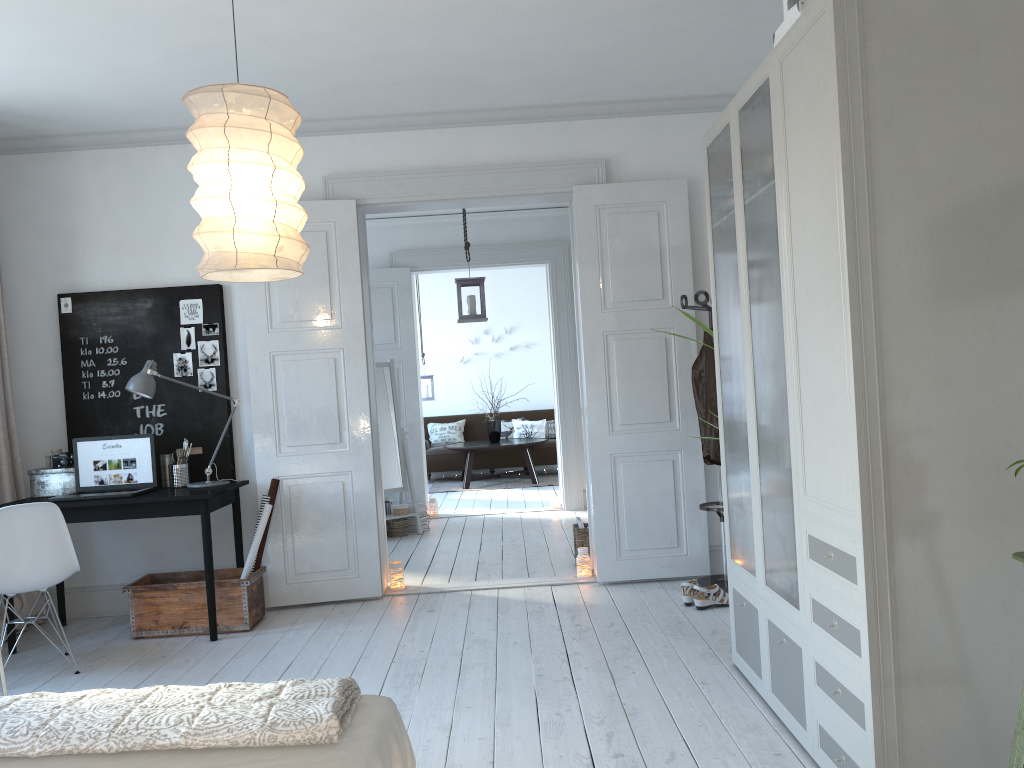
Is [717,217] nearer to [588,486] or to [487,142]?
[487,142]

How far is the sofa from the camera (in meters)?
11.28

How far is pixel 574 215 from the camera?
5.21m

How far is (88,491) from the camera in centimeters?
482cm

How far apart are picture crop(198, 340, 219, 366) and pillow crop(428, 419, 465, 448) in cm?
666

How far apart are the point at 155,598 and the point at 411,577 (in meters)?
1.65

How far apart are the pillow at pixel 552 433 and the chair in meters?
8.0 m

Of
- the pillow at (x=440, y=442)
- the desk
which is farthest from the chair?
the pillow at (x=440, y=442)

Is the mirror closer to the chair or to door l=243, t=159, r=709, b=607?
door l=243, t=159, r=709, b=607

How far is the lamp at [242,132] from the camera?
2.5m
